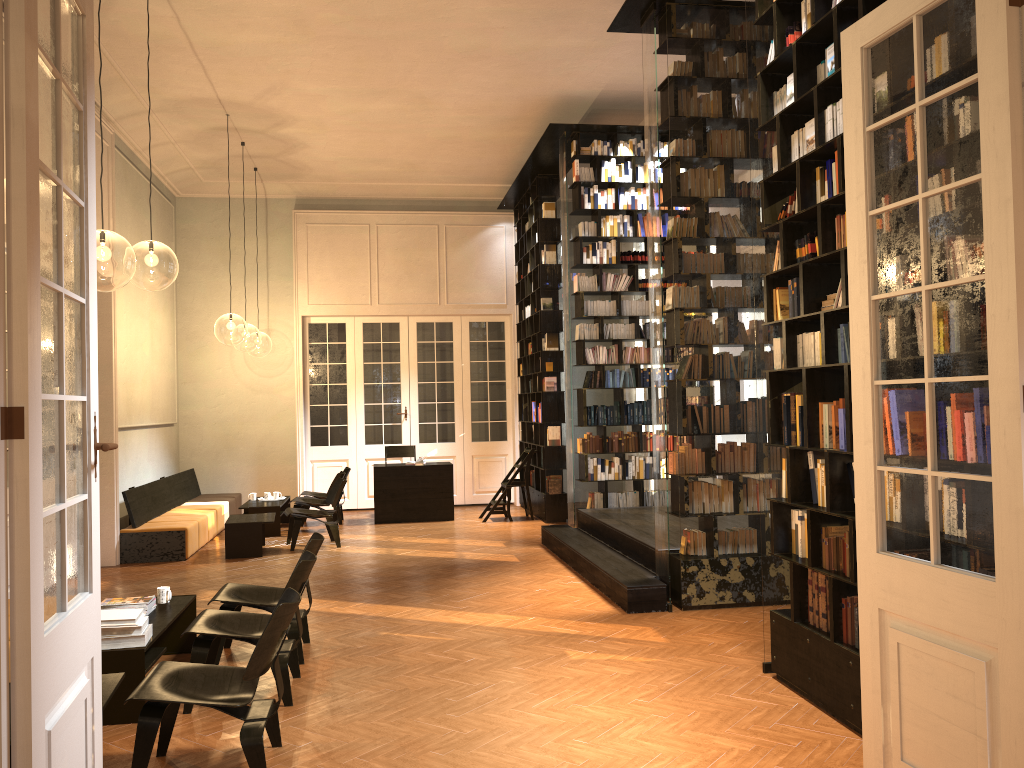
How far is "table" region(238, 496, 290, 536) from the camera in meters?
11.8

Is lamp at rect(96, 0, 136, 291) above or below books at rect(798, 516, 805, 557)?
above

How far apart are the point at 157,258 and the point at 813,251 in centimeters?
924cm

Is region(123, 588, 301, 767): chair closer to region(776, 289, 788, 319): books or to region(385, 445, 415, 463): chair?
region(776, 289, 788, 319): books

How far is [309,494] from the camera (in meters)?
13.00

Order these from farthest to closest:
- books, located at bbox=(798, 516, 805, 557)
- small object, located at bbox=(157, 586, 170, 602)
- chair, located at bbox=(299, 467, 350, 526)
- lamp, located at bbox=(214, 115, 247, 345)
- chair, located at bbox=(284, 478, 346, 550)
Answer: lamp, located at bbox=(214, 115, 247, 345) → chair, located at bbox=(299, 467, 350, 526) → chair, located at bbox=(284, 478, 346, 550) → small object, located at bbox=(157, 586, 170, 602) → books, located at bbox=(798, 516, 805, 557)

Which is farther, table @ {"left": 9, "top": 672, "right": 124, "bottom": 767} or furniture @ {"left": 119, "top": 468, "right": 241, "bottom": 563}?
furniture @ {"left": 119, "top": 468, "right": 241, "bottom": 563}

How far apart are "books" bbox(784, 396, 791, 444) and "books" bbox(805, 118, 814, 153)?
1.5m

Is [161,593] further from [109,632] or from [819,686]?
[819,686]

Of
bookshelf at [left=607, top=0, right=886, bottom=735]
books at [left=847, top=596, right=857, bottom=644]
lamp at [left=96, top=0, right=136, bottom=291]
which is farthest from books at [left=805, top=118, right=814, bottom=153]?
lamp at [left=96, top=0, right=136, bottom=291]
